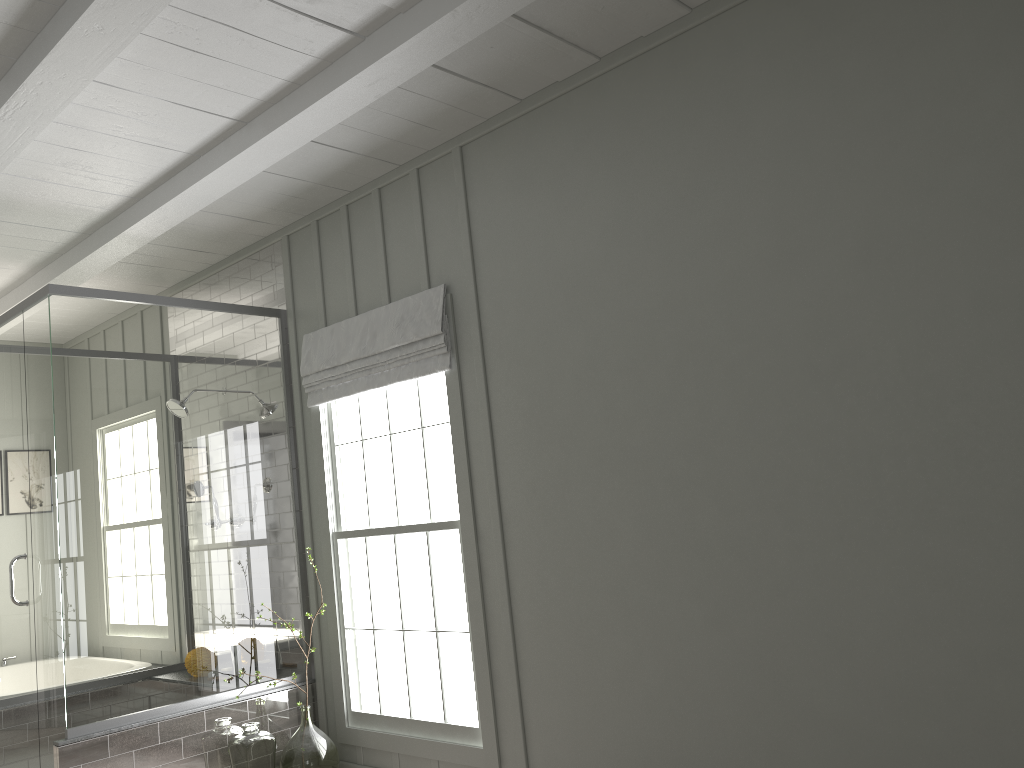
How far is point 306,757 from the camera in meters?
3.9

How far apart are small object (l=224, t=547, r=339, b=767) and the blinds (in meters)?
1.41

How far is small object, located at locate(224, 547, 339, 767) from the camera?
3.9 meters

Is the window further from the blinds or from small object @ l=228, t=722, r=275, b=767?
small object @ l=228, t=722, r=275, b=767

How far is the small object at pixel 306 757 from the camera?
3.89m

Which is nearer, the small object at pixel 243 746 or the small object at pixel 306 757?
the small object at pixel 243 746

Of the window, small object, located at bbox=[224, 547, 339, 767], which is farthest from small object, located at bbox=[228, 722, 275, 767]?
the window

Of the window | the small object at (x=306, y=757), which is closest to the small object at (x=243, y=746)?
the small object at (x=306, y=757)

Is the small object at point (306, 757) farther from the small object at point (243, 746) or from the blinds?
the blinds

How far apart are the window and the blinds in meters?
0.0 m
